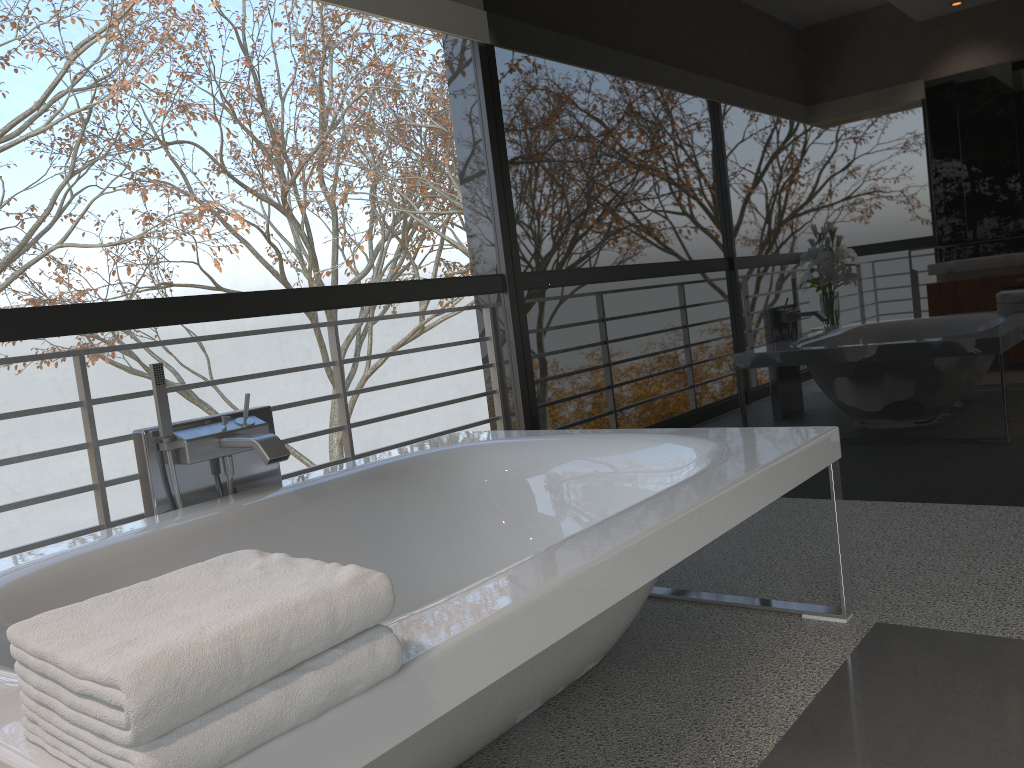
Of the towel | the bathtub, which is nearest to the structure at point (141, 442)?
the bathtub

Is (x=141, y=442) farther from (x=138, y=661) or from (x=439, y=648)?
(x=138, y=661)

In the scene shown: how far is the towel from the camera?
0.8 meters

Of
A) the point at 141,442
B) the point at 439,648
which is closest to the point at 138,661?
the point at 439,648

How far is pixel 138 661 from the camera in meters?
0.8 m

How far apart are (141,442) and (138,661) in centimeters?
158cm

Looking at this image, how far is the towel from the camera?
0.81m

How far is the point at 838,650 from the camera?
2.1m

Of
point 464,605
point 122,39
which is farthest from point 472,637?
point 122,39

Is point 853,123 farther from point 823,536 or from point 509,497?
point 509,497
